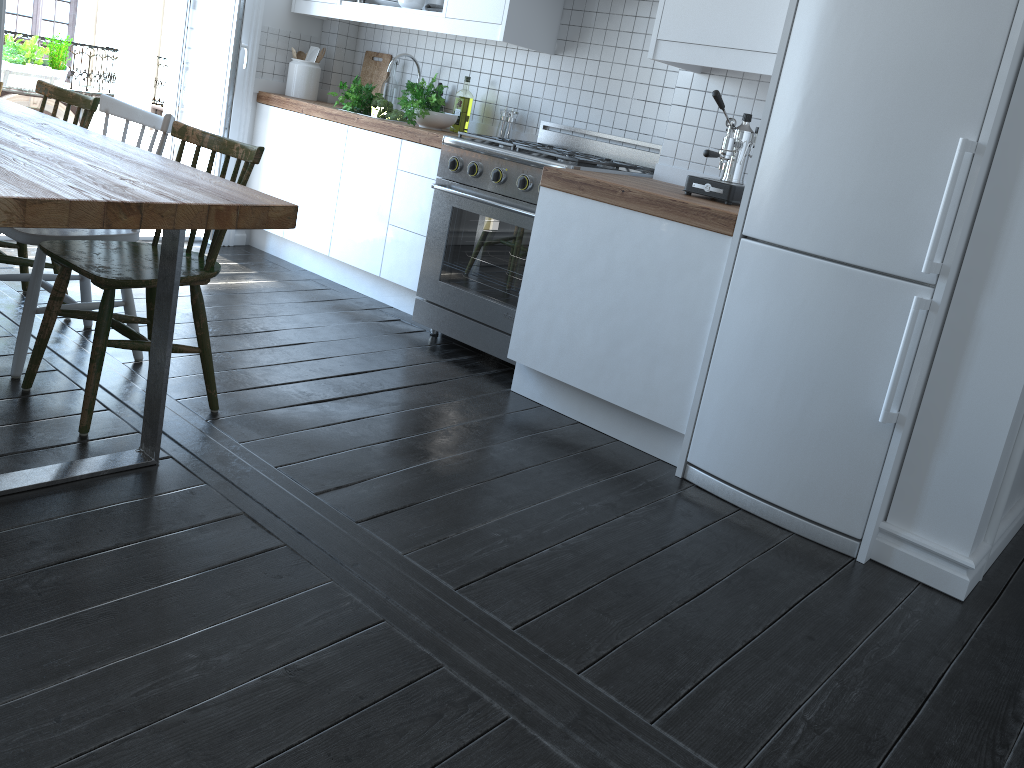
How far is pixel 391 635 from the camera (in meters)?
1.84

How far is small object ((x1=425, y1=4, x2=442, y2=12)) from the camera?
4.04m

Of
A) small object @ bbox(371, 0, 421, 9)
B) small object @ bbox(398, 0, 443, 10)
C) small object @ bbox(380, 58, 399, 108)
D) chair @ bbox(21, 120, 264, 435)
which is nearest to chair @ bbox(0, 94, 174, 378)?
chair @ bbox(21, 120, 264, 435)

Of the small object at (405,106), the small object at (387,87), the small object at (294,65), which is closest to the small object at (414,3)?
the small object at (405,106)

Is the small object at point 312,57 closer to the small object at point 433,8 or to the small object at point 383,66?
the small object at point 383,66

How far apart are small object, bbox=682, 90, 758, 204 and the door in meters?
2.6 m

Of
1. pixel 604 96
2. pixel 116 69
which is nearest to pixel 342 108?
pixel 604 96

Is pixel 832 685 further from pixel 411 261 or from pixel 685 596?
pixel 411 261

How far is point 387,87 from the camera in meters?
4.7 m

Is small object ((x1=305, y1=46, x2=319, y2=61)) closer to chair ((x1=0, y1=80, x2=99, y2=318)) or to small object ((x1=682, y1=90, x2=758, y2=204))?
chair ((x1=0, y1=80, x2=99, y2=318))
